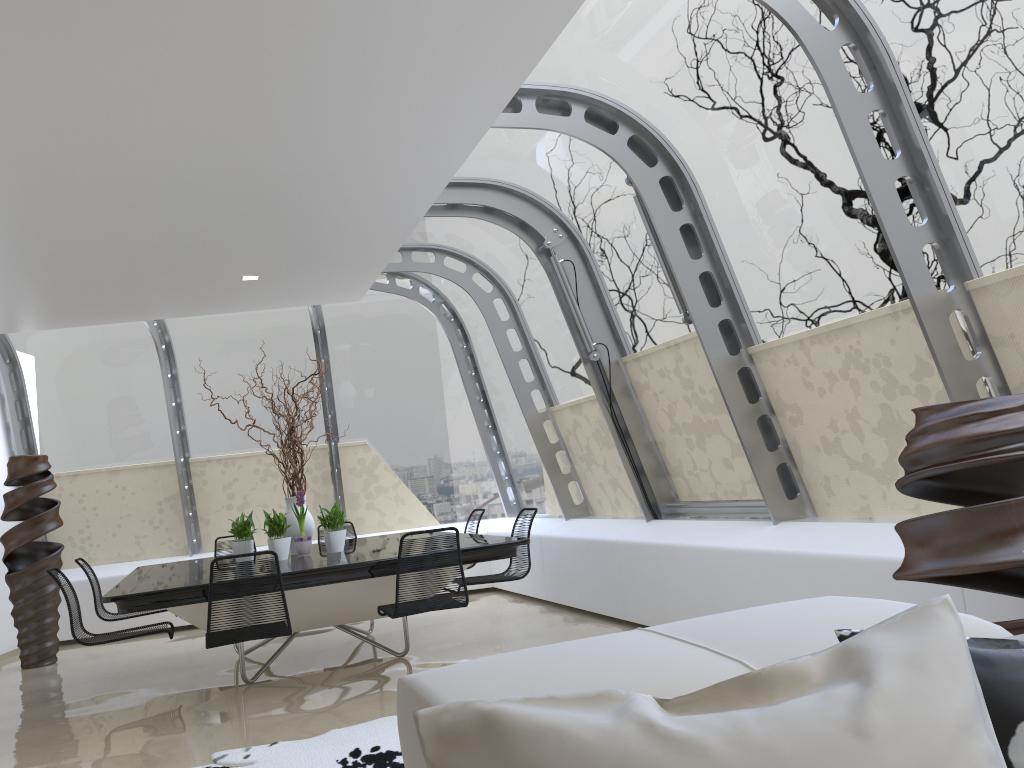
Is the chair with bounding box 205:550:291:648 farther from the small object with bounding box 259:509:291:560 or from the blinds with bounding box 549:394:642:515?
the blinds with bounding box 549:394:642:515

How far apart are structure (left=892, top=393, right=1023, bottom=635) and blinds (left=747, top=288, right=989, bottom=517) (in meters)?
0.84

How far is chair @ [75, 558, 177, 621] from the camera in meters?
6.6 m

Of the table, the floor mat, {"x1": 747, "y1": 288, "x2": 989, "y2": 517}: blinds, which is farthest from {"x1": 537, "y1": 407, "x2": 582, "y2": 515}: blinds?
the floor mat

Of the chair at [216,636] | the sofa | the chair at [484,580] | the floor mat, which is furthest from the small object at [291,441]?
the sofa

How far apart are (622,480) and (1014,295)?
4.02m

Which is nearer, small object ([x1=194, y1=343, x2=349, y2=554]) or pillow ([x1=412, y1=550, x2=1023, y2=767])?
pillow ([x1=412, y1=550, x2=1023, y2=767])

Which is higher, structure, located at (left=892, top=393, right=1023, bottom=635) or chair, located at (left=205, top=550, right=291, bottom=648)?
structure, located at (left=892, top=393, right=1023, bottom=635)

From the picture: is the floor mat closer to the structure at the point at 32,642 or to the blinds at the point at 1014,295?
the blinds at the point at 1014,295

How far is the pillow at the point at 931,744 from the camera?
0.81m
